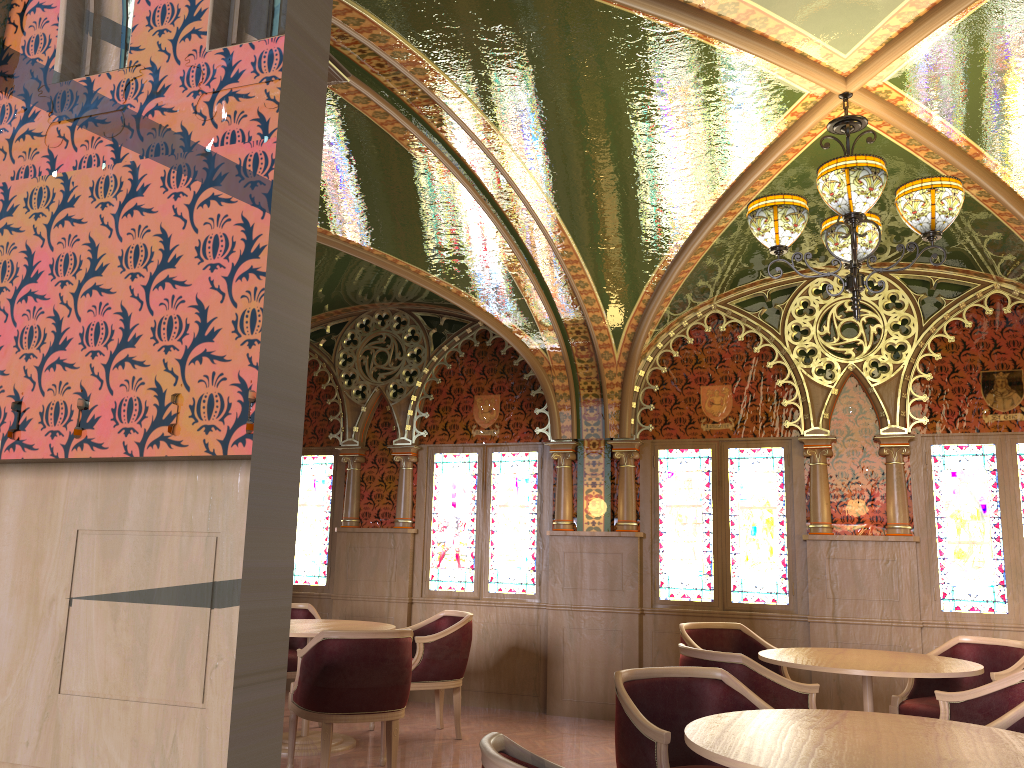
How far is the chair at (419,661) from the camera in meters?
6.1

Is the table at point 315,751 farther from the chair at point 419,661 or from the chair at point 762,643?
the chair at point 762,643

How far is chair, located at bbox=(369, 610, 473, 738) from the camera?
6.1 meters

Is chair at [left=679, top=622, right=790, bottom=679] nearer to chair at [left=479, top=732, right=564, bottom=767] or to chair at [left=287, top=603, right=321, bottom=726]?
chair at [left=287, top=603, right=321, bottom=726]

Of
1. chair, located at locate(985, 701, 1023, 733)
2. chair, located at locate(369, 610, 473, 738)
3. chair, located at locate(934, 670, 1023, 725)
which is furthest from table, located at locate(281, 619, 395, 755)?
chair, located at locate(985, 701, 1023, 733)

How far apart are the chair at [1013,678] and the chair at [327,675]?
2.7m

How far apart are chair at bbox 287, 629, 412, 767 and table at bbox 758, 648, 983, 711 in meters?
2.0 m

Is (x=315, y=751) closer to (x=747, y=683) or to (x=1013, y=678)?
(x=747, y=683)

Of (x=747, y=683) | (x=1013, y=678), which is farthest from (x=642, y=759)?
(x=1013, y=678)

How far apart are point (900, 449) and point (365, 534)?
4.6m
